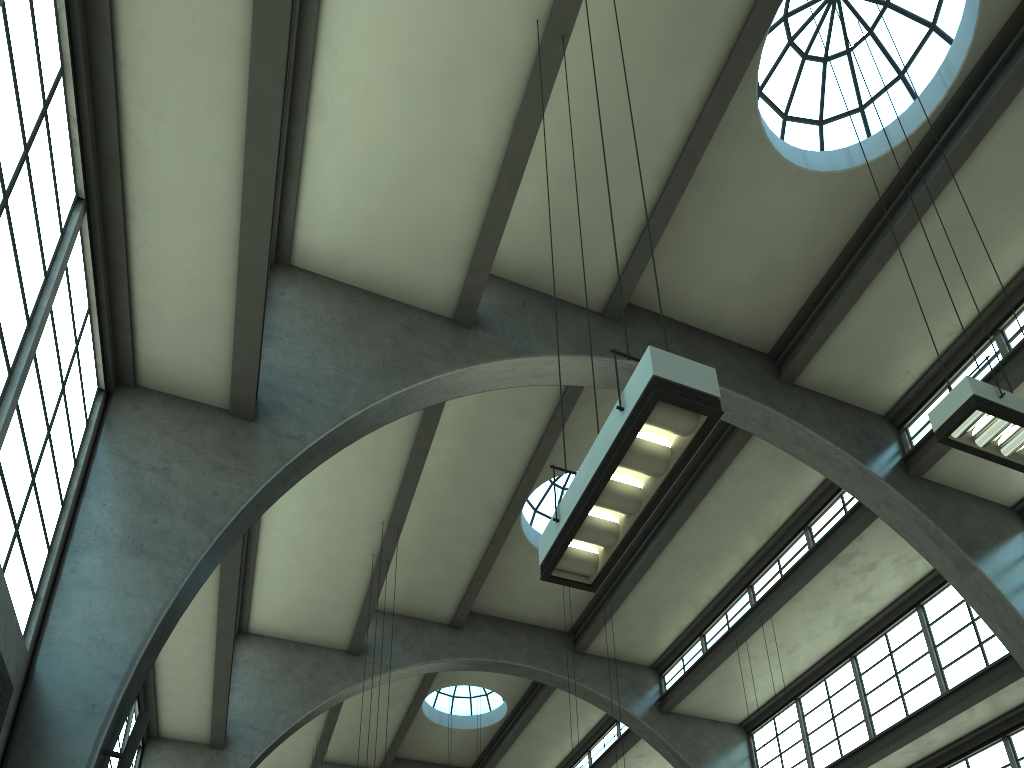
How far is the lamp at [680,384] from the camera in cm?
445

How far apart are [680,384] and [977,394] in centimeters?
394cm

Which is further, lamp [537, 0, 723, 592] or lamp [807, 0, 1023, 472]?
lamp [807, 0, 1023, 472]

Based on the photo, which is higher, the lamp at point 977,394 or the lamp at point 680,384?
the lamp at point 977,394

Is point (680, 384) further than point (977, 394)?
No

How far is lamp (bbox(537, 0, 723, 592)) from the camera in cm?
445

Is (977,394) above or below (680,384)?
above

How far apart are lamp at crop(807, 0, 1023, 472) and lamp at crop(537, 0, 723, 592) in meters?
3.6 m

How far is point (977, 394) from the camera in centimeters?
687cm

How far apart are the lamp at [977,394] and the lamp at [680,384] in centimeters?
356cm
